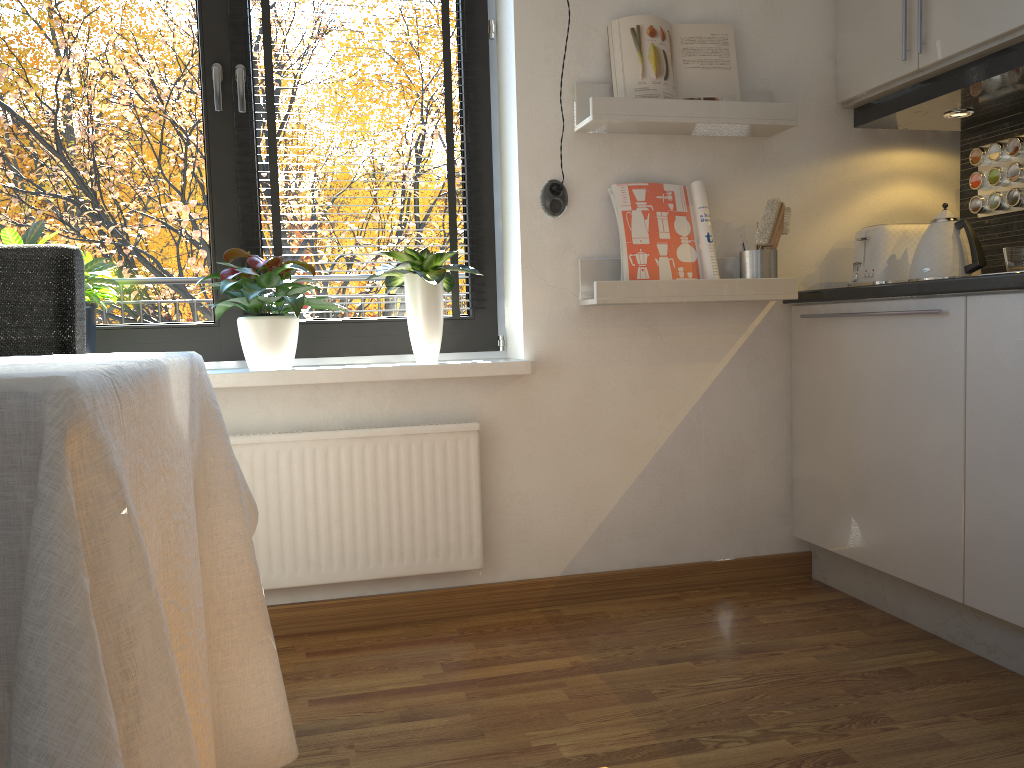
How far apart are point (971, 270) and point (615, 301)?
0.9 meters

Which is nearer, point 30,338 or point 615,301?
point 30,338

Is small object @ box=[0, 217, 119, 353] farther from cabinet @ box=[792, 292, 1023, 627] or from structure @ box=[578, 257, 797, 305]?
cabinet @ box=[792, 292, 1023, 627]

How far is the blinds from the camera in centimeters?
240cm

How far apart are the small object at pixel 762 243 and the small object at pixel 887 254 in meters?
0.2

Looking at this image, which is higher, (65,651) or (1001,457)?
(65,651)

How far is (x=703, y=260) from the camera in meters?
2.5

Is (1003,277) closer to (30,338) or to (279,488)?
(279,488)

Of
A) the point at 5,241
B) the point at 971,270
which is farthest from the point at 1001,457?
the point at 5,241

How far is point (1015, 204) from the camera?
2.5m
